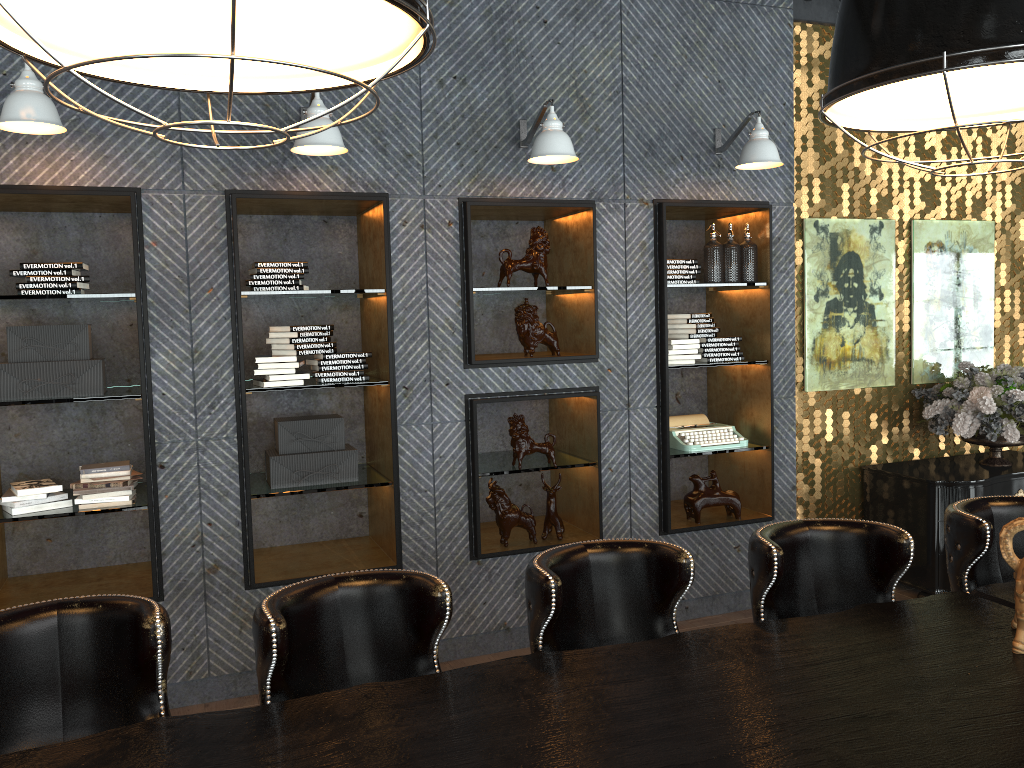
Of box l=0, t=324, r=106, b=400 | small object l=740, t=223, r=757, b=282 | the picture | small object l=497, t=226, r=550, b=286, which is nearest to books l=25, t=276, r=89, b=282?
box l=0, t=324, r=106, b=400

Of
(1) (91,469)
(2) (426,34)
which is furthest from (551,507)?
(2) (426,34)

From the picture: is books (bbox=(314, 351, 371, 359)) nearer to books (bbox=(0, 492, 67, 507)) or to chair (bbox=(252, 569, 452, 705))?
books (bbox=(0, 492, 67, 507))

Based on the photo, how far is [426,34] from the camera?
1.3m

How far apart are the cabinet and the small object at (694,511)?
1.11m

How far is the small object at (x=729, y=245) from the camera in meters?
5.0 m

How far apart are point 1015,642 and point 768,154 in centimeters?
294cm

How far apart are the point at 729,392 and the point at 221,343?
3.0 meters

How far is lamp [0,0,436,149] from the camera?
1.26m

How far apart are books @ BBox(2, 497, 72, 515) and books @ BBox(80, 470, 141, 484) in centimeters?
14cm
